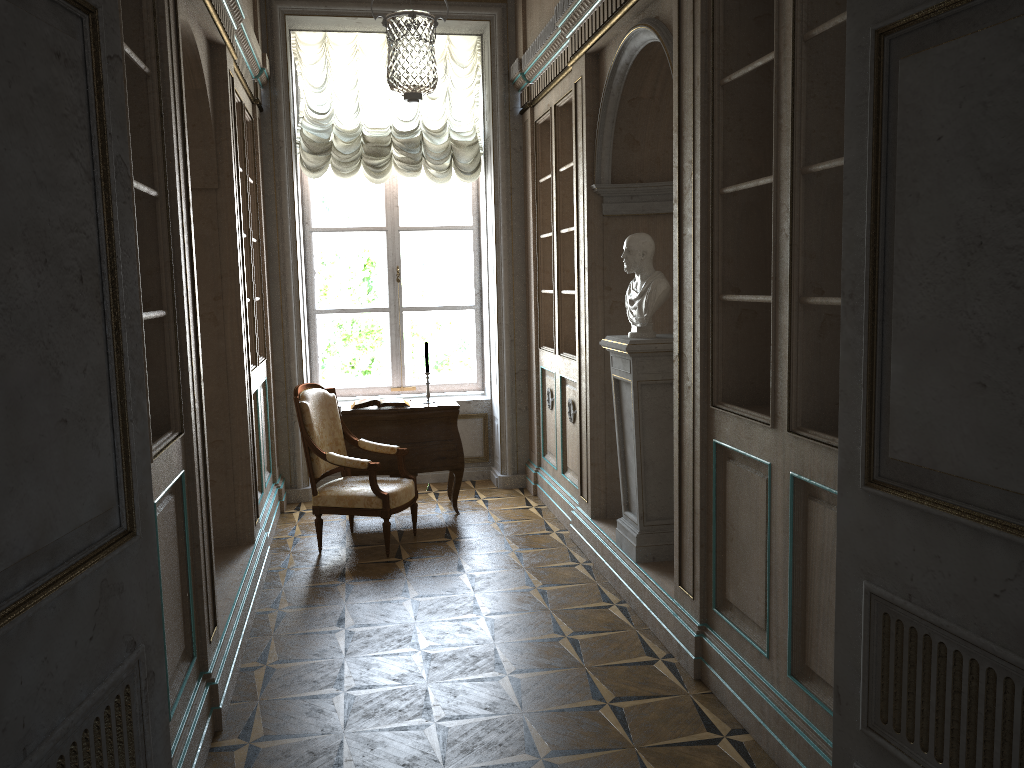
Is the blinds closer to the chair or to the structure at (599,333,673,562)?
the chair

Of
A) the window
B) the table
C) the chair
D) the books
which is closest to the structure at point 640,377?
the chair

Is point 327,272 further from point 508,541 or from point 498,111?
point 508,541

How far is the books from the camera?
6.1m

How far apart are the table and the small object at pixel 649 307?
2.0 meters

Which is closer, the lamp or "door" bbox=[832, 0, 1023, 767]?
"door" bbox=[832, 0, 1023, 767]

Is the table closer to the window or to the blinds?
the window

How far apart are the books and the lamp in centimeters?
202cm

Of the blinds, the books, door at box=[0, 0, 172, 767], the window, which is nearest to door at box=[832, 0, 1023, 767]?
door at box=[0, 0, 172, 767]

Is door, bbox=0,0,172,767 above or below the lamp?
below
